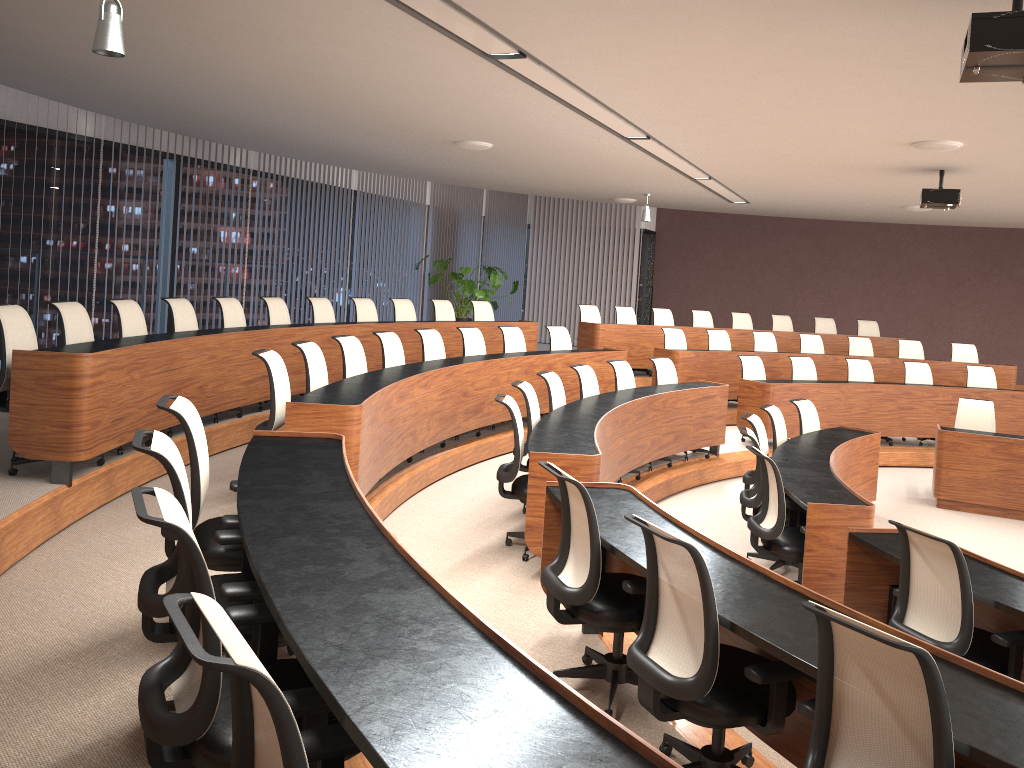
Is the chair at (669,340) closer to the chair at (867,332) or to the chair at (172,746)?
the chair at (867,332)

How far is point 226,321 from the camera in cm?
764

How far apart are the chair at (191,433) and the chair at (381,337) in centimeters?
365cm

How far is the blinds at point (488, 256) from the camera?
15.4 meters

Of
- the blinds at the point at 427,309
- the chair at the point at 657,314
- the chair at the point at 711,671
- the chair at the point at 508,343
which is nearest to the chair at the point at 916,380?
the chair at the point at 657,314

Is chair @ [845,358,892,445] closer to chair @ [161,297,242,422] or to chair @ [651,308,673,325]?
chair @ [651,308,673,325]

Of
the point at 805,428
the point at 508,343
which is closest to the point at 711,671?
the point at 805,428

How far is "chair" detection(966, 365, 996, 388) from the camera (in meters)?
10.84

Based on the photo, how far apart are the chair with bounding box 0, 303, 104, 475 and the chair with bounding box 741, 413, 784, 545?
4.5 meters

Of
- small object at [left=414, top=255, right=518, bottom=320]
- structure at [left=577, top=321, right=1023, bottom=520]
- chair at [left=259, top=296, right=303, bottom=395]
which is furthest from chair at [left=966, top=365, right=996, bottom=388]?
chair at [left=259, top=296, right=303, bottom=395]
